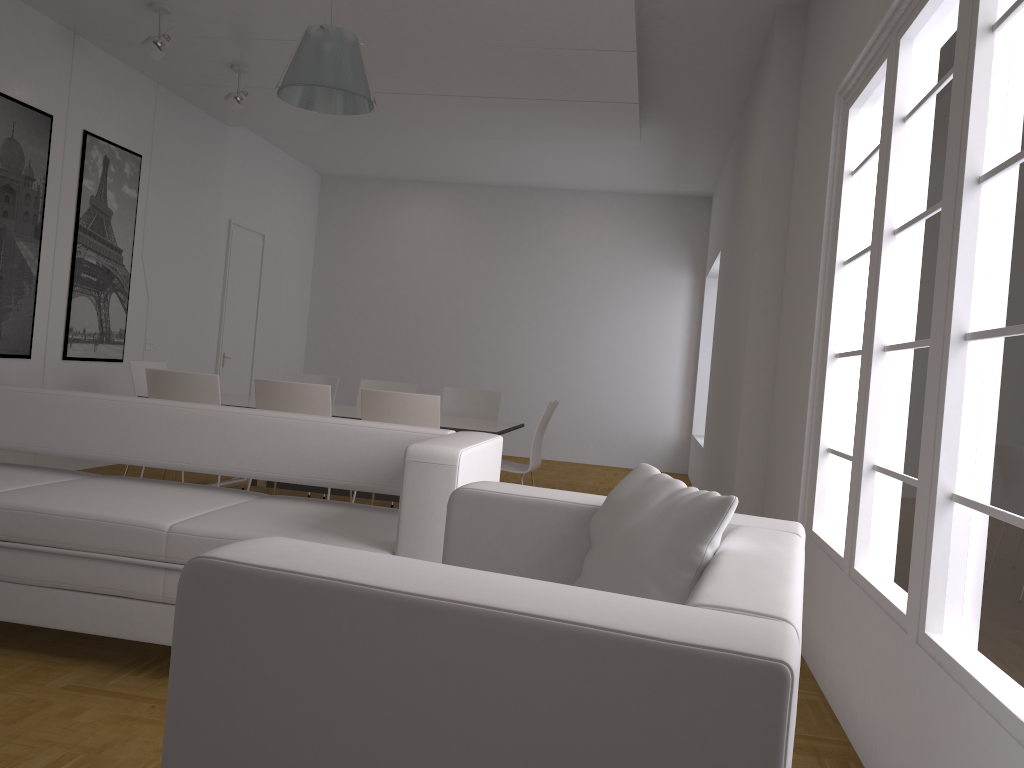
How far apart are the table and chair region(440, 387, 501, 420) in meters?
0.7 m

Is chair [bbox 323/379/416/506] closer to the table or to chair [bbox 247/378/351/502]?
the table

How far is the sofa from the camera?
2.85m

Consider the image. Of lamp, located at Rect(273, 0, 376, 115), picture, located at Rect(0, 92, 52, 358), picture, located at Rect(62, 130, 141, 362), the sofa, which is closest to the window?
the sofa

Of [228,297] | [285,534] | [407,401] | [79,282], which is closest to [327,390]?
[407,401]

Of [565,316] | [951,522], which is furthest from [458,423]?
[565,316]

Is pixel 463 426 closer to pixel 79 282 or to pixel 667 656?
pixel 79 282

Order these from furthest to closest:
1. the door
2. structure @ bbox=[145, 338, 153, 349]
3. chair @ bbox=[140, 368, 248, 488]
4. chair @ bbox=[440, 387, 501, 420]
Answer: the door
structure @ bbox=[145, 338, 153, 349]
chair @ bbox=[440, 387, 501, 420]
chair @ bbox=[140, 368, 248, 488]

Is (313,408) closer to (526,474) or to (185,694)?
(185,694)

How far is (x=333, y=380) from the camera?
7.31m
